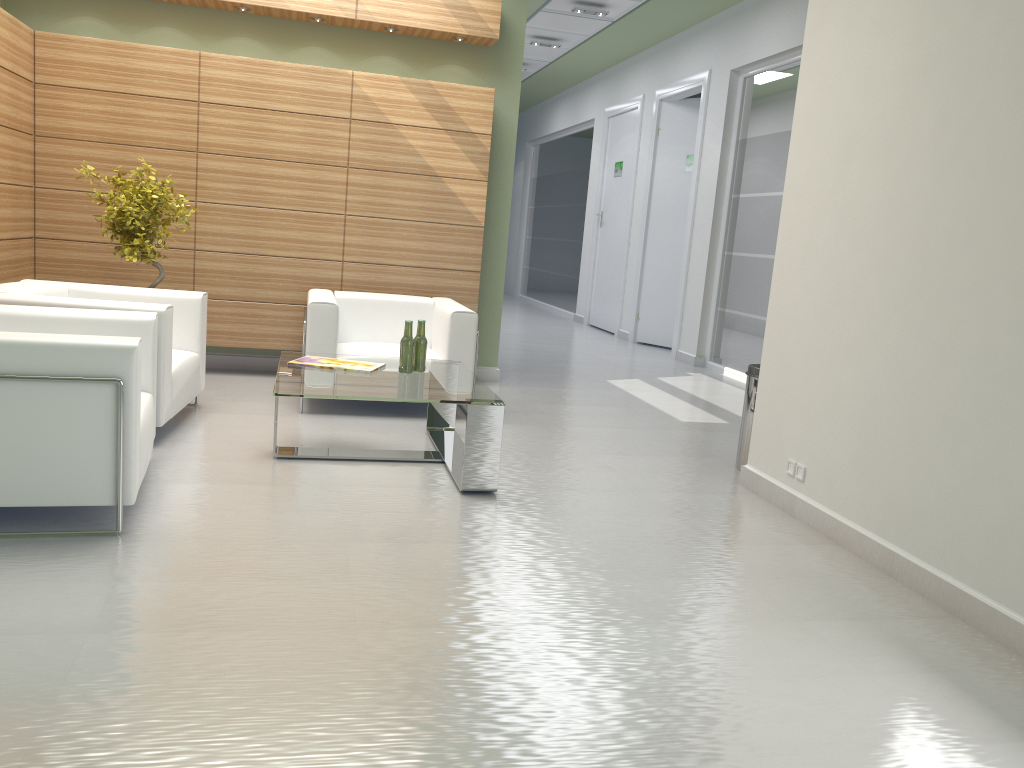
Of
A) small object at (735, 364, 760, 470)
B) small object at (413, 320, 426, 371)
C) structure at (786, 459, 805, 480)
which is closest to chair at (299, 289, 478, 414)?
small object at (413, 320, 426, 371)

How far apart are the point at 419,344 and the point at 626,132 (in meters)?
14.04

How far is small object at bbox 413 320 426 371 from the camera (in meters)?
8.06

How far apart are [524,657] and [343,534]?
2.0m

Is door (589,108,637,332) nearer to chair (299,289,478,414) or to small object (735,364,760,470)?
chair (299,289,478,414)

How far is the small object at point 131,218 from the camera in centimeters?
937cm

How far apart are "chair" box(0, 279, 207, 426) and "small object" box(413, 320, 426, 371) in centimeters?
214cm

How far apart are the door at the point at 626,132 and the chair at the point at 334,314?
10.4m

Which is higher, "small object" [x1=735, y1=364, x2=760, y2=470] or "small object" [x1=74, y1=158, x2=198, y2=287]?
"small object" [x1=74, y1=158, x2=198, y2=287]

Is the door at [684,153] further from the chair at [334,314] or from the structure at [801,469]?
the structure at [801,469]
